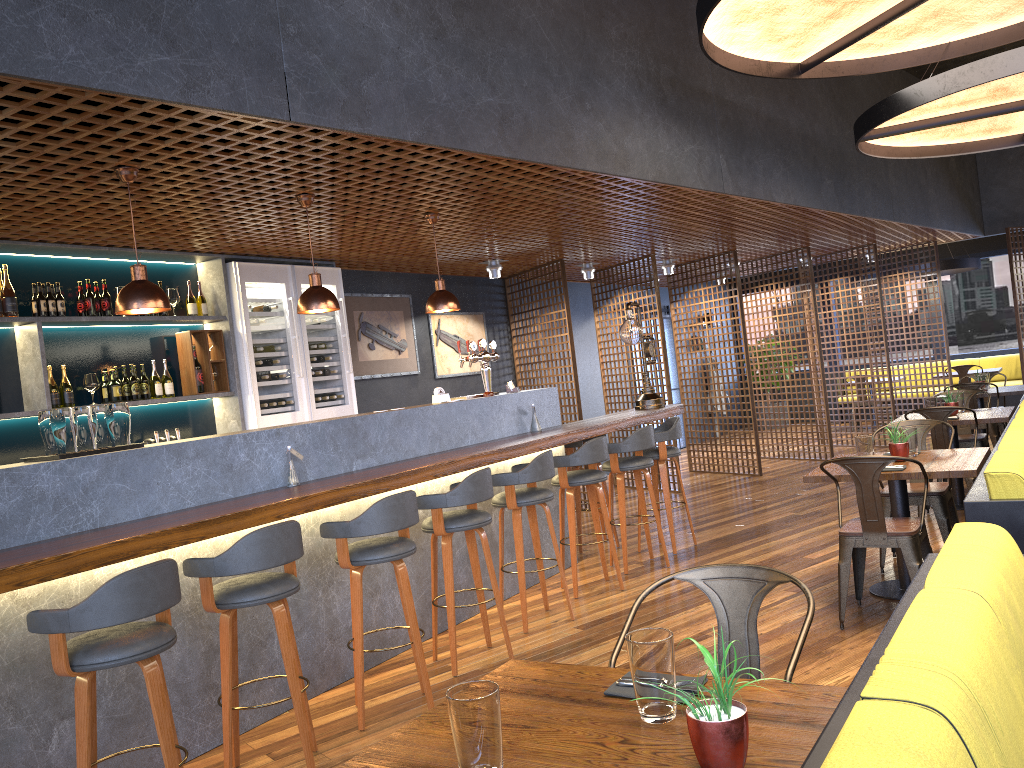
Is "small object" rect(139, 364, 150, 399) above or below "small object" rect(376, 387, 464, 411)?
above

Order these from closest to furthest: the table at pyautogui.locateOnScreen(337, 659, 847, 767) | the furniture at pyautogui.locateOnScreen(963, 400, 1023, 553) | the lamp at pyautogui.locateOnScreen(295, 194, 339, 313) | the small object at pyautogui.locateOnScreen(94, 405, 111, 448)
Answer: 1. the table at pyautogui.locateOnScreen(337, 659, 847, 767)
2. the furniture at pyautogui.locateOnScreen(963, 400, 1023, 553)
3. the small object at pyautogui.locateOnScreen(94, 405, 111, 448)
4. the lamp at pyautogui.locateOnScreen(295, 194, 339, 313)

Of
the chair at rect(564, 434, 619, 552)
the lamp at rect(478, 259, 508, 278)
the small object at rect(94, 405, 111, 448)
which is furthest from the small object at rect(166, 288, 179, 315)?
the lamp at rect(478, 259, 508, 278)

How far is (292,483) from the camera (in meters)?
4.47

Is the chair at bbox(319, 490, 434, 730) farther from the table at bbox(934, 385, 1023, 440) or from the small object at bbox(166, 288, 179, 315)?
the table at bbox(934, 385, 1023, 440)

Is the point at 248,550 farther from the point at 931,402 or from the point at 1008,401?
the point at 1008,401

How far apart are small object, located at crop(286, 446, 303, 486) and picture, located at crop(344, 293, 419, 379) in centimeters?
379cm

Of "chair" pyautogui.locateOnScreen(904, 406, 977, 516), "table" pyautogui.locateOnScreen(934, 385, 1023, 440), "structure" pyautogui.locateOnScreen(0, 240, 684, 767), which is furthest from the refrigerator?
"table" pyautogui.locateOnScreen(934, 385, 1023, 440)

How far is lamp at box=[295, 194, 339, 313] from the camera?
5.0 meters

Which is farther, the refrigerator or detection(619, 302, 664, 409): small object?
detection(619, 302, 664, 409): small object
